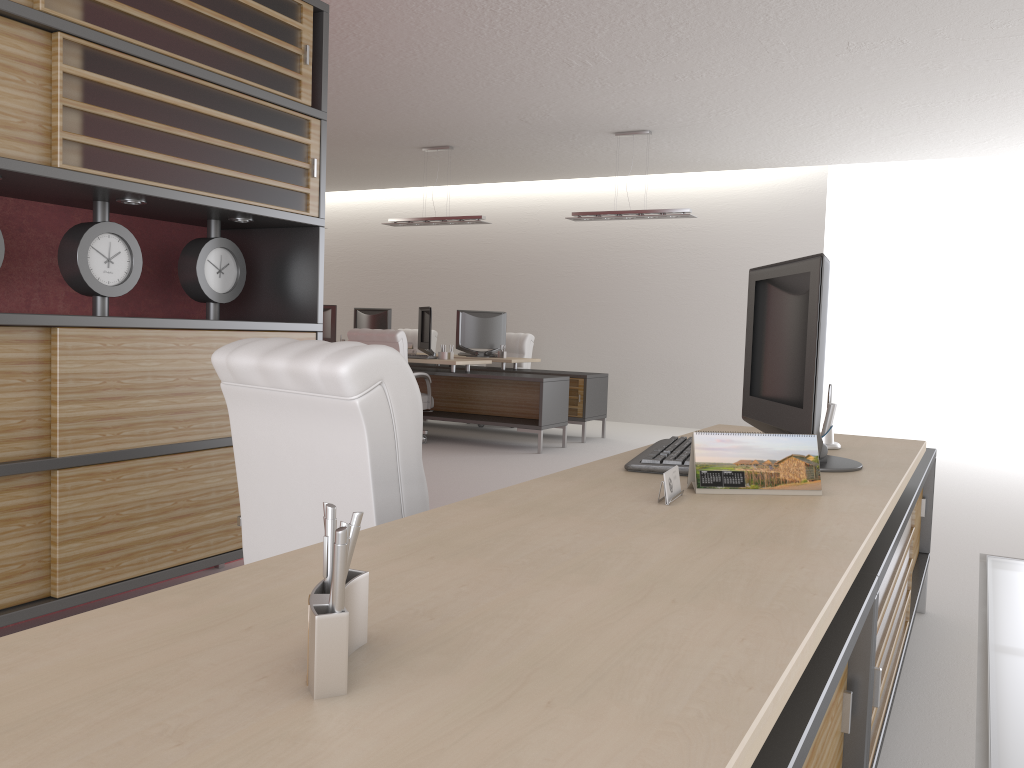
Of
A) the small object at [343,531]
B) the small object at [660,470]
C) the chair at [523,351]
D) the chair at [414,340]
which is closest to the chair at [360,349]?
the small object at [660,470]

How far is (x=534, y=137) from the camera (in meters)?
13.21

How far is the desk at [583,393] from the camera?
13.53m

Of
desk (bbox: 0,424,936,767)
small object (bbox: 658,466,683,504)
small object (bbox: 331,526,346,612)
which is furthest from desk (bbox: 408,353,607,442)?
small object (bbox: 331,526,346,612)

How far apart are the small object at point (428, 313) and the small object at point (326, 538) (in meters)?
11.89

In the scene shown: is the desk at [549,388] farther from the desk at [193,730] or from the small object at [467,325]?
the desk at [193,730]

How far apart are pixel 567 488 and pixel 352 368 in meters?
0.7

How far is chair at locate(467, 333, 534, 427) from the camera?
15.6m

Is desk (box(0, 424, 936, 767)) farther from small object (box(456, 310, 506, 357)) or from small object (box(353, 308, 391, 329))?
small object (box(353, 308, 391, 329))

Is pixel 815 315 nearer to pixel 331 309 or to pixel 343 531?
pixel 343 531
